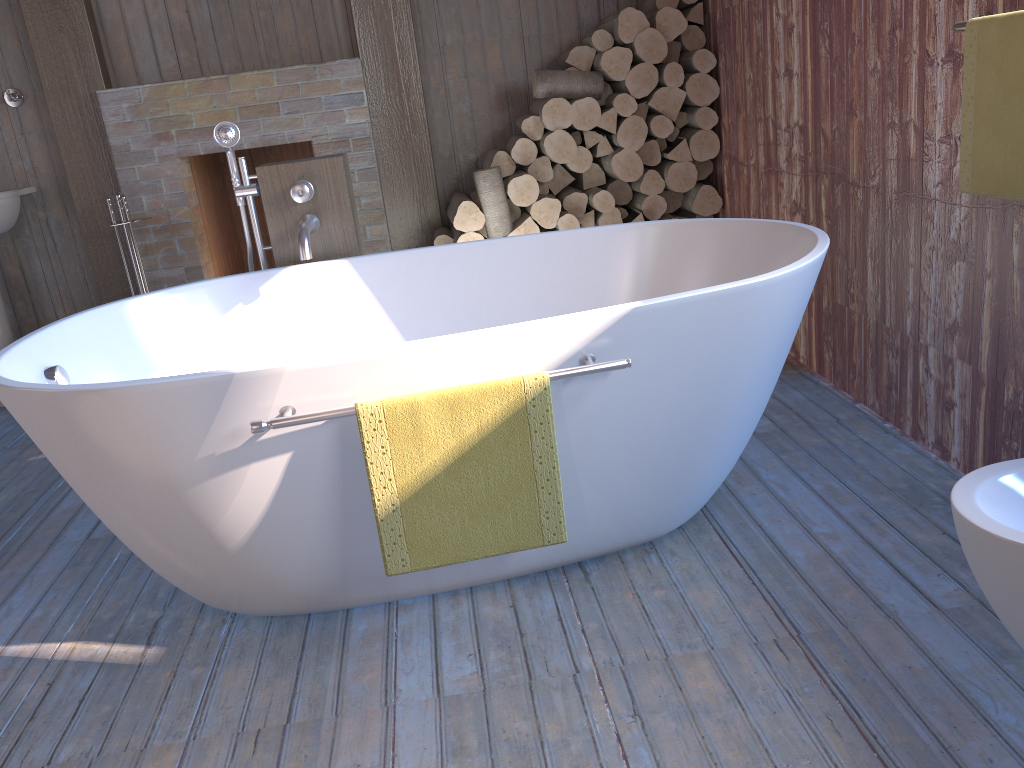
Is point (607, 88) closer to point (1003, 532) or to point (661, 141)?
point (661, 141)

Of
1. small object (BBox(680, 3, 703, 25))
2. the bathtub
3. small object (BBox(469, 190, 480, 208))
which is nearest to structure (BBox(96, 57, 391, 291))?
small object (BBox(469, 190, 480, 208))

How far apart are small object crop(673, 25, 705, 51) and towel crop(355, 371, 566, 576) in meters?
2.7

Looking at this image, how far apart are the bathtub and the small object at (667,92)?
1.30m

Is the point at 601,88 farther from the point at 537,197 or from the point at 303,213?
the point at 303,213

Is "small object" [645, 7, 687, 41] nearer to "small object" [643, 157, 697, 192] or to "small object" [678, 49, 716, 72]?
"small object" [678, 49, 716, 72]

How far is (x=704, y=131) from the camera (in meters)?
3.81

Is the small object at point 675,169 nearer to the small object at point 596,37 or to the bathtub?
the small object at point 596,37

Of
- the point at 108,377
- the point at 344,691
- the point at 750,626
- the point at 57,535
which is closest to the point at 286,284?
the point at 108,377

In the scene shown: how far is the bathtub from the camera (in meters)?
1.67
